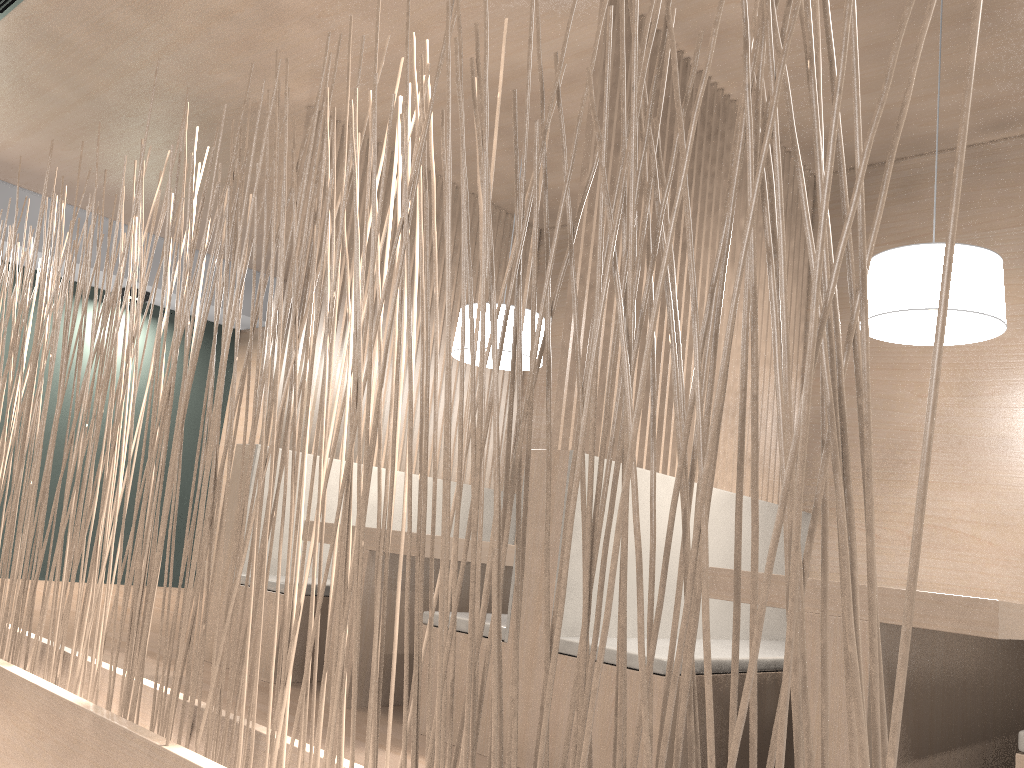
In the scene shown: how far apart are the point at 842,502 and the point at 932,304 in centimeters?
119cm

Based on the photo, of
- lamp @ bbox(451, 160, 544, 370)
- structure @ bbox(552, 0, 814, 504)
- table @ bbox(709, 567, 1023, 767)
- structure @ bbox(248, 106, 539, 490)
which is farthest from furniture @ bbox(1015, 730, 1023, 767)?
structure @ bbox(248, 106, 539, 490)

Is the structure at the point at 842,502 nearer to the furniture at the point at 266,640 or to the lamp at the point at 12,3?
the furniture at the point at 266,640

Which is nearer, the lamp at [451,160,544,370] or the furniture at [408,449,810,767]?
the furniture at [408,449,810,767]

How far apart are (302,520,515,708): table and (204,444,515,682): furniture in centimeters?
22cm

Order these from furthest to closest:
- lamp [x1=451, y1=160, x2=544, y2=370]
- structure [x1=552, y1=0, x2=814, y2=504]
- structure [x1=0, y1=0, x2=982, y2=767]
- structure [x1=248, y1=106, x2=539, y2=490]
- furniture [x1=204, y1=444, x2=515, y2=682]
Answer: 1. structure [x1=248, y1=106, x2=539, y2=490]
2. lamp [x1=451, y1=160, x2=544, y2=370]
3. furniture [x1=204, y1=444, x2=515, y2=682]
4. structure [x1=552, y1=0, x2=814, y2=504]
5. structure [x1=0, y1=0, x2=982, y2=767]

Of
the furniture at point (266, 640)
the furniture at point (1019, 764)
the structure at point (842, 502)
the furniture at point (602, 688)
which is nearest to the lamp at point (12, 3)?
the structure at point (842, 502)

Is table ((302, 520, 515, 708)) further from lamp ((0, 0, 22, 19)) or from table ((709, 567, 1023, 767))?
lamp ((0, 0, 22, 19))

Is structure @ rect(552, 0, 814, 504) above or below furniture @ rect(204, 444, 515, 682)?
above

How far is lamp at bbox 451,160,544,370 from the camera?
2.3 meters
